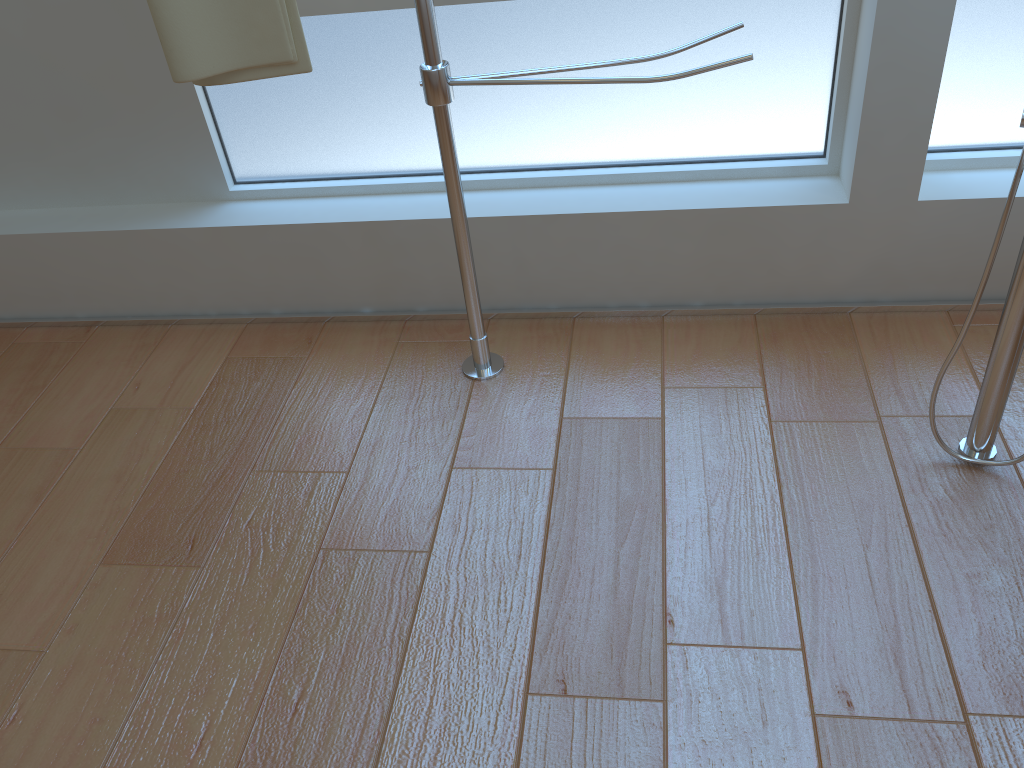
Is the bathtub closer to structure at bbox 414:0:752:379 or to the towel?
structure at bbox 414:0:752:379

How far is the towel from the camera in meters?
1.3 m

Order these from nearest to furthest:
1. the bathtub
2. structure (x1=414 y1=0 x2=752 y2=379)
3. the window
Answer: the bathtub, structure (x1=414 y1=0 x2=752 y2=379), the window

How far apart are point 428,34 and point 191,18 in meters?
0.4 m

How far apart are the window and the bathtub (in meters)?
0.58

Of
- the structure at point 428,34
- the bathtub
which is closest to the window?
the structure at point 428,34

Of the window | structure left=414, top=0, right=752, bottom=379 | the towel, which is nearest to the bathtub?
structure left=414, top=0, right=752, bottom=379

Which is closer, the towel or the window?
the towel

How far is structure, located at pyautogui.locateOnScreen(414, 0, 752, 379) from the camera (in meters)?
1.36

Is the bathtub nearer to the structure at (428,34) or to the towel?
the structure at (428,34)
